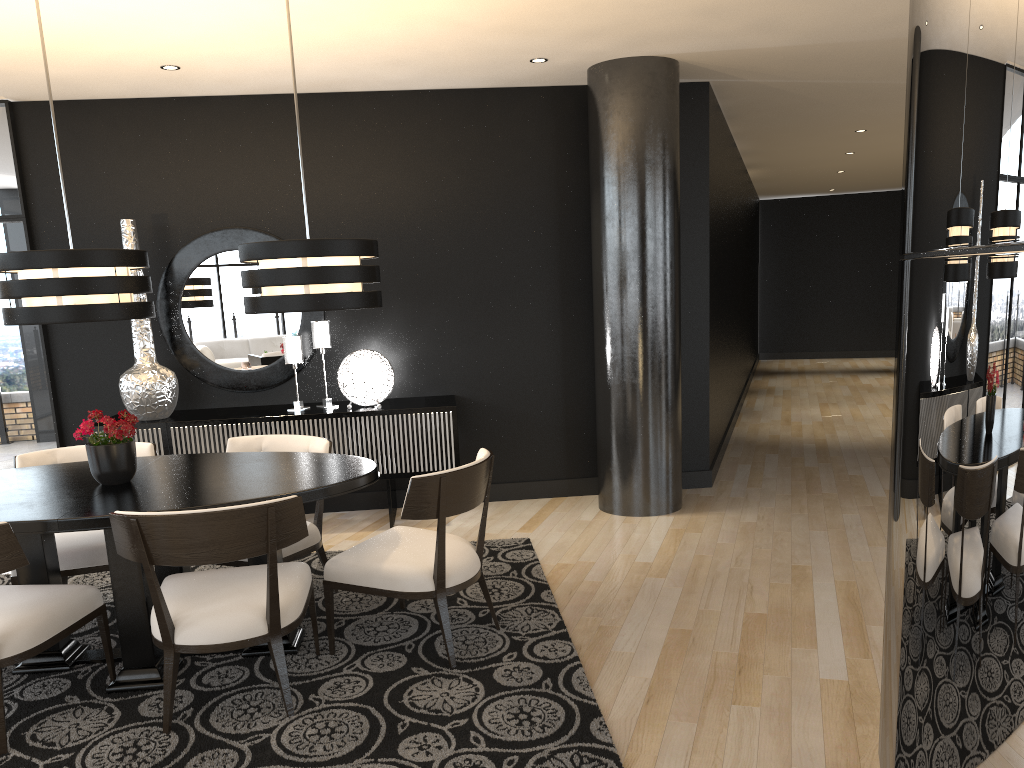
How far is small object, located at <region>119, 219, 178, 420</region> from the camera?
5.36m

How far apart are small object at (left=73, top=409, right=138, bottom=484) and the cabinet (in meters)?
1.77

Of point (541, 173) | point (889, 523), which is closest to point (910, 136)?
point (889, 523)

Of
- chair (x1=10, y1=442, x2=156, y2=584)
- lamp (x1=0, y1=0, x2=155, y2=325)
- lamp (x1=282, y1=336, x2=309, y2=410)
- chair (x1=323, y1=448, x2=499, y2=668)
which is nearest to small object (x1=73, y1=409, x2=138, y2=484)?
lamp (x1=0, y1=0, x2=155, y2=325)

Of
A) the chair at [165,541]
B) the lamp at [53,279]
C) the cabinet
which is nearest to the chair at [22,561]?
the chair at [165,541]

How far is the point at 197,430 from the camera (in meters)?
5.35

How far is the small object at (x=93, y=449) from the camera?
3.5m

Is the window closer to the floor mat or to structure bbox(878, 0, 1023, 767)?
the floor mat

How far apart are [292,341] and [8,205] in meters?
2.0

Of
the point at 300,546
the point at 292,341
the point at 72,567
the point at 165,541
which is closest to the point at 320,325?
the point at 292,341
